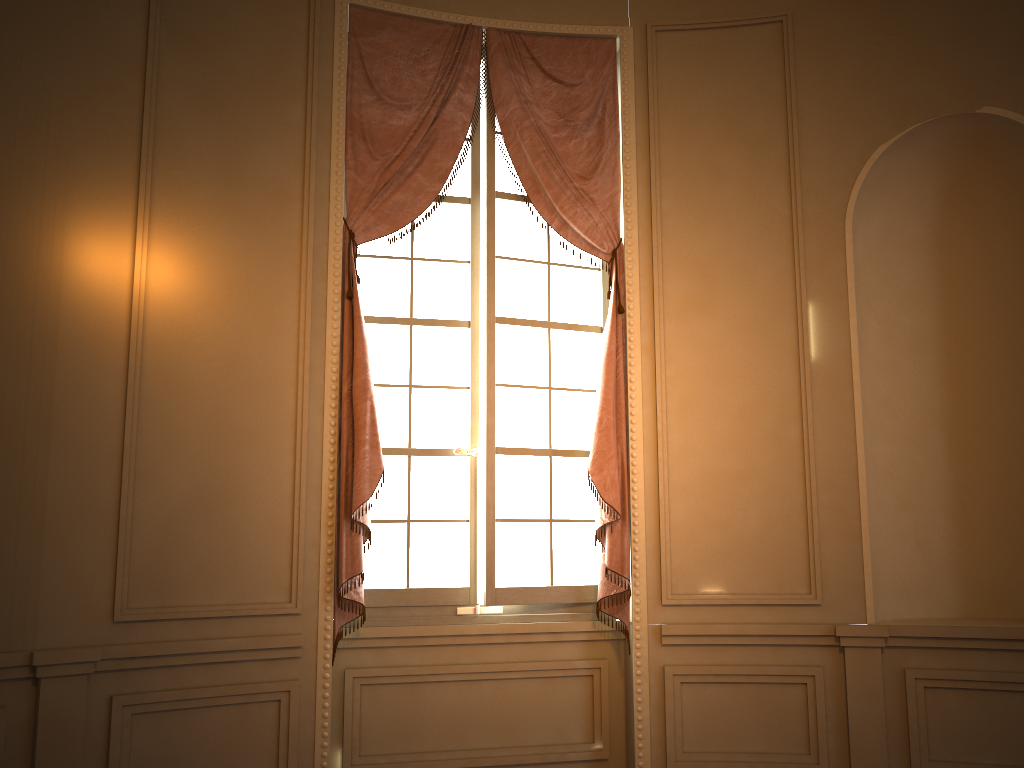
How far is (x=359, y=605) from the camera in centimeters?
376cm

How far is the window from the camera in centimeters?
406cm

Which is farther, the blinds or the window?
the window

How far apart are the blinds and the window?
0.1 meters

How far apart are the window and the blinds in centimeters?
8cm

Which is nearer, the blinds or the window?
the blinds

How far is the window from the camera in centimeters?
406cm
